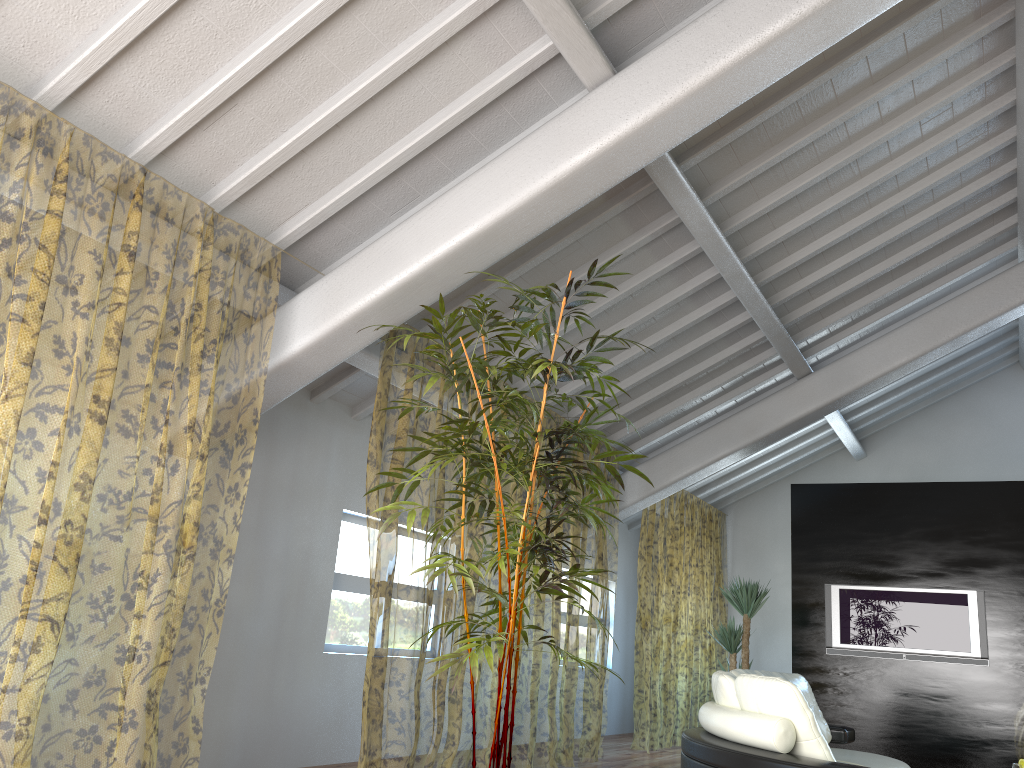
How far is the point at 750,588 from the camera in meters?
7.4 m

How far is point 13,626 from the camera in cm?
770

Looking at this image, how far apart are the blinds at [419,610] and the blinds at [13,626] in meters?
1.1

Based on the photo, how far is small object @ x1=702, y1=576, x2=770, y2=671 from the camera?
7.40m

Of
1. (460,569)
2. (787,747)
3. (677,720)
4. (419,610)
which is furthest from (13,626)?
(677,720)

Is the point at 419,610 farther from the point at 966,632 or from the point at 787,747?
the point at 787,747

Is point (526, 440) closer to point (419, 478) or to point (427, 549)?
point (427, 549)

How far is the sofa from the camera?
3.3m

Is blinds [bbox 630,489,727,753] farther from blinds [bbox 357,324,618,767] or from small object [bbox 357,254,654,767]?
small object [bbox 357,254,654,767]

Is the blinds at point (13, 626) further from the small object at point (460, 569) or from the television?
the television
